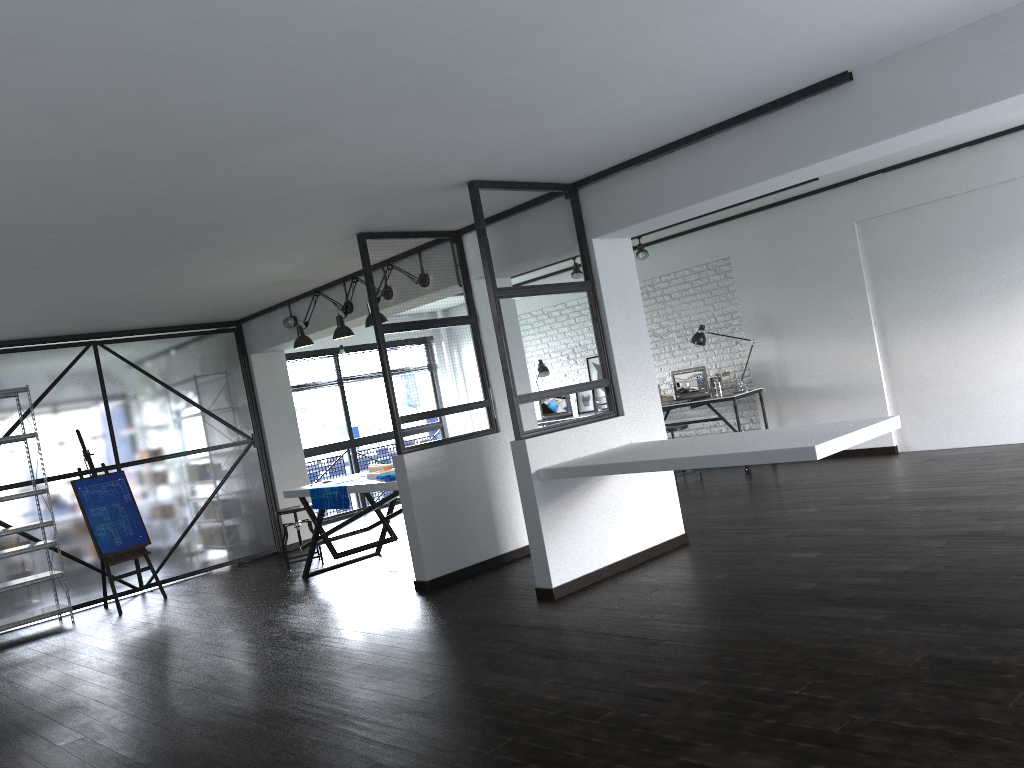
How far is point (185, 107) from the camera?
3.04m

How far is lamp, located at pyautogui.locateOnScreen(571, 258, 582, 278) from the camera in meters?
9.2

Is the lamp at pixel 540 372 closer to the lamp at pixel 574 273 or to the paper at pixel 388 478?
the lamp at pixel 574 273

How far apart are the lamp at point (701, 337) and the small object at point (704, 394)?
0.3 meters

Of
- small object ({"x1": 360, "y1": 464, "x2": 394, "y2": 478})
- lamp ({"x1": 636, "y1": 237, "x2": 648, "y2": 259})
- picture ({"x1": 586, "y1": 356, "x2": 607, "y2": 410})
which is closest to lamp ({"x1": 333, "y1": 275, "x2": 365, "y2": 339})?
small object ({"x1": 360, "y1": 464, "x2": 394, "y2": 478})

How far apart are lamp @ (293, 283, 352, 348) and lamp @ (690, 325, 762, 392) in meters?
3.8 m

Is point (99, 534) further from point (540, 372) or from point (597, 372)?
point (597, 372)

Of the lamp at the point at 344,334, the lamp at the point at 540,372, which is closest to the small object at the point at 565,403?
the lamp at the point at 540,372

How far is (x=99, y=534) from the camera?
6.95m

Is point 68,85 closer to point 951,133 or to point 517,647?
point 517,647
